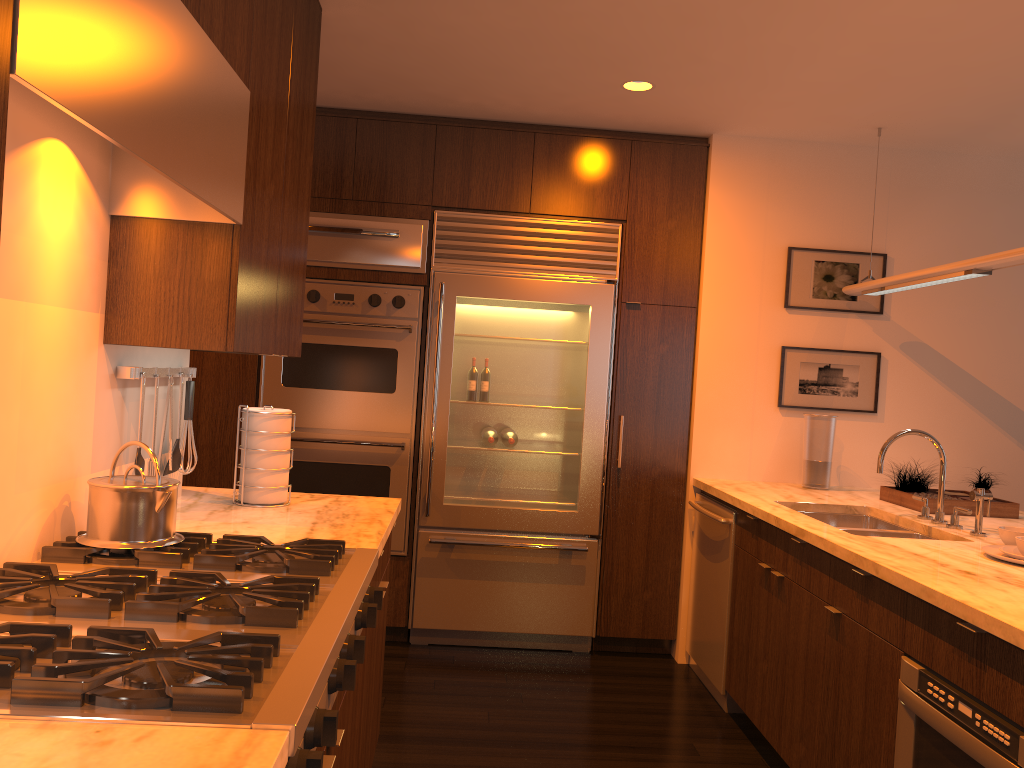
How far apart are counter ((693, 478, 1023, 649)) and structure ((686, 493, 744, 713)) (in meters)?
0.05

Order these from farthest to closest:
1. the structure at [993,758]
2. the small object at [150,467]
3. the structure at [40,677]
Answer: the small object at [150,467] → the structure at [993,758] → the structure at [40,677]

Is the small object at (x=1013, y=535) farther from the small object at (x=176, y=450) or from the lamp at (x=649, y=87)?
the small object at (x=176, y=450)

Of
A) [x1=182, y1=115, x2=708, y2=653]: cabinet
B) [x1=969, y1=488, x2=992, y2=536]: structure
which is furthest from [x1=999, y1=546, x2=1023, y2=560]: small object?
[x1=182, y1=115, x2=708, y2=653]: cabinet

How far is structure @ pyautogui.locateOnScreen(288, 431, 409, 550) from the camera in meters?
4.3 m

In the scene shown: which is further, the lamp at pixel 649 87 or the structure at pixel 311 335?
the structure at pixel 311 335

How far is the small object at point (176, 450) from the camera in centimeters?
258cm

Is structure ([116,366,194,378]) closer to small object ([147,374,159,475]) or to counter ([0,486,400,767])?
small object ([147,374,159,475])

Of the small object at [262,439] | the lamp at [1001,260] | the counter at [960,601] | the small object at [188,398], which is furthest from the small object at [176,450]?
the lamp at [1001,260]

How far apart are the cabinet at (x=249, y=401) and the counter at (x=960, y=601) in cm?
14
